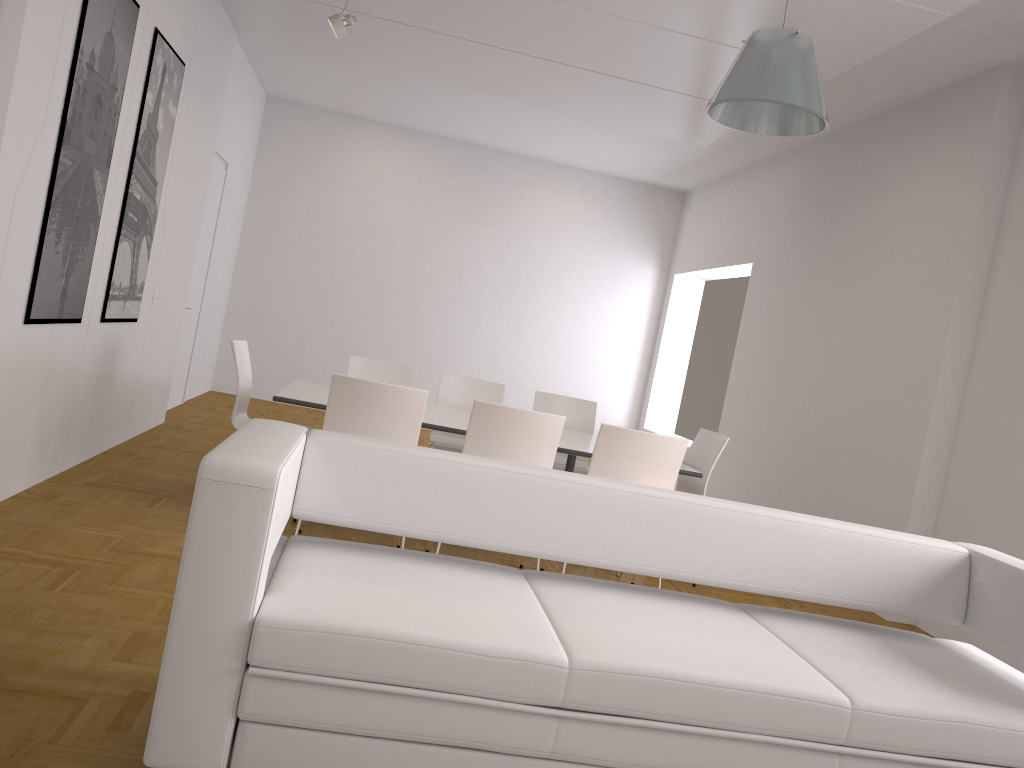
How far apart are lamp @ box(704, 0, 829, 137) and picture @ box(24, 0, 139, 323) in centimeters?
290cm

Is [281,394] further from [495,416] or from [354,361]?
[354,361]

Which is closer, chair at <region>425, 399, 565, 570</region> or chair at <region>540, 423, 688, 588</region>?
chair at <region>425, 399, 565, 570</region>

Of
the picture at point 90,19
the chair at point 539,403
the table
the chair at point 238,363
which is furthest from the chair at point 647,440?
the picture at point 90,19

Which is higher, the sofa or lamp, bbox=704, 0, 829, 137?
lamp, bbox=704, 0, 829, 137

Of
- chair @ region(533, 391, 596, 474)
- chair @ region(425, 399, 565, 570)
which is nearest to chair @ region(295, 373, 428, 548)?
chair @ region(425, 399, 565, 570)

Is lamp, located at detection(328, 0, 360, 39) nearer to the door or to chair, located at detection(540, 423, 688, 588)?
the door

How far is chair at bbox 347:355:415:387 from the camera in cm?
629

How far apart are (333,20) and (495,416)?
3.0 meters

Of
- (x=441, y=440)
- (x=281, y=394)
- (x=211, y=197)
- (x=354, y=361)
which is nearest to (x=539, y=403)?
(x=441, y=440)
